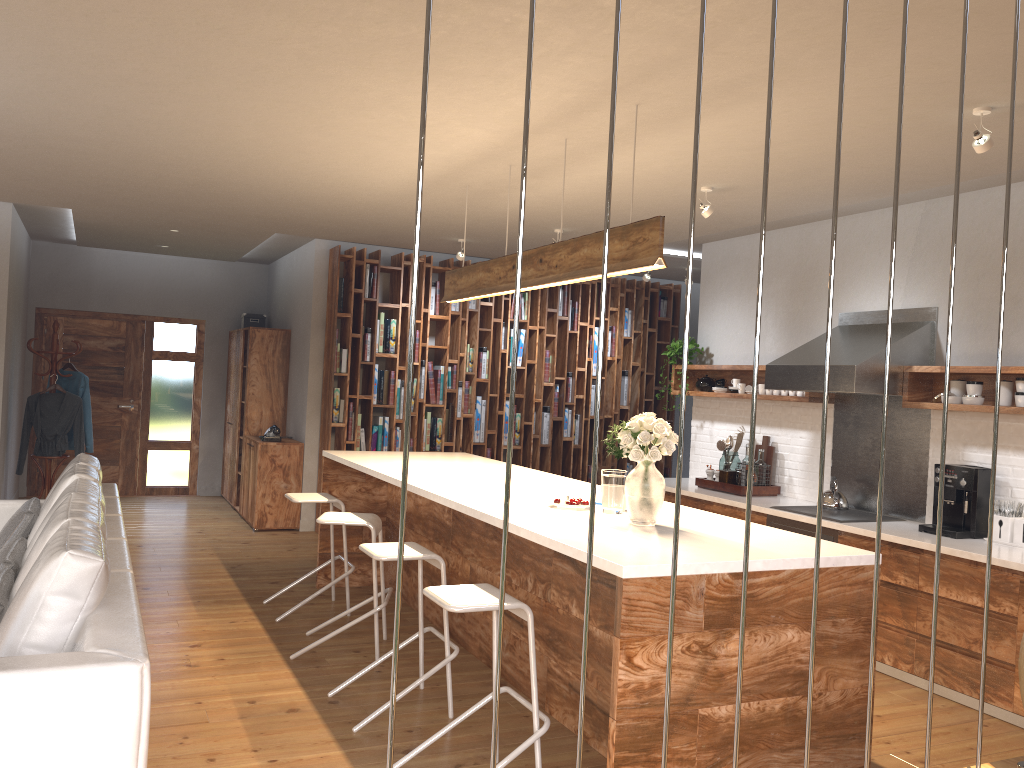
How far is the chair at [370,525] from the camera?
4.8 meters

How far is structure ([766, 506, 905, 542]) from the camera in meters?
5.4

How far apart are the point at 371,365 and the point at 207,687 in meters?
4.5

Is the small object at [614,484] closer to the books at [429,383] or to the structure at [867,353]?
the structure at [867,353]

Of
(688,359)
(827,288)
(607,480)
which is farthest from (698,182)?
(688,359)

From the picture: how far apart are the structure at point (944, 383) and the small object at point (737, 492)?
0.7 meters

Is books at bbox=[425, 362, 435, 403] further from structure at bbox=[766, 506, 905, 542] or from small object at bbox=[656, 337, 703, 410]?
structure at bbox=[766, 506, 905, 542]

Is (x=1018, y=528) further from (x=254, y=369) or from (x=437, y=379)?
(x=254, y=369)

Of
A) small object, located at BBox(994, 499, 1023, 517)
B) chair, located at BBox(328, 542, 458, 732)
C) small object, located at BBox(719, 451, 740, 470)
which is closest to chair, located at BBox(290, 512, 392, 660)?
chair, located at BBox(328, 542, 458, 732)

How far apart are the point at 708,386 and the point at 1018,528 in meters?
2.8 m
